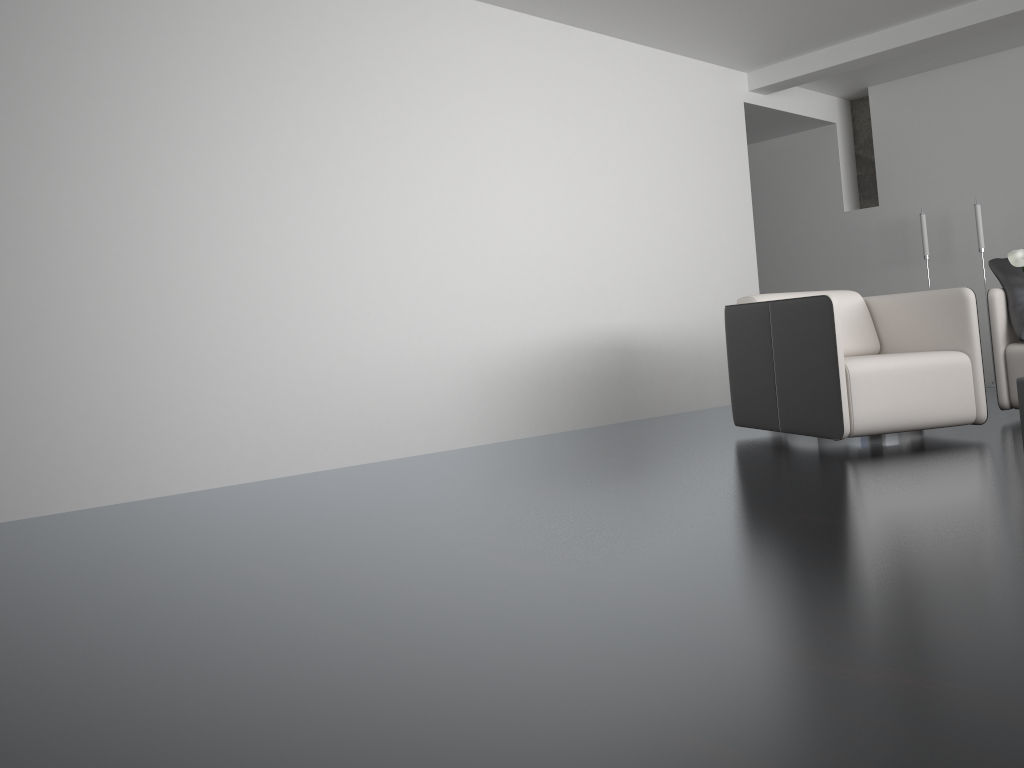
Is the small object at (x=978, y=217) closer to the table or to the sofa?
the sofa

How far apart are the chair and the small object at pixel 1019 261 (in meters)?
1.06

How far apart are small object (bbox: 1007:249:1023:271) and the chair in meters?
1.1

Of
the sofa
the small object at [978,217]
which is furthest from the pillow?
the small object at [978,217]

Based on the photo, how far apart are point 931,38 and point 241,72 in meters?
4.3 m

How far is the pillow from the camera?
4.4m

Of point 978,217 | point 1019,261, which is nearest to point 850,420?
point 1019,261

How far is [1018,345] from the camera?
4.4m

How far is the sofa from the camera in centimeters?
435cm

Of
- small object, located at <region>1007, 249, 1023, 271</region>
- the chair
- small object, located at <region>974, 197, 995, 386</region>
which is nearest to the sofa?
the chair
